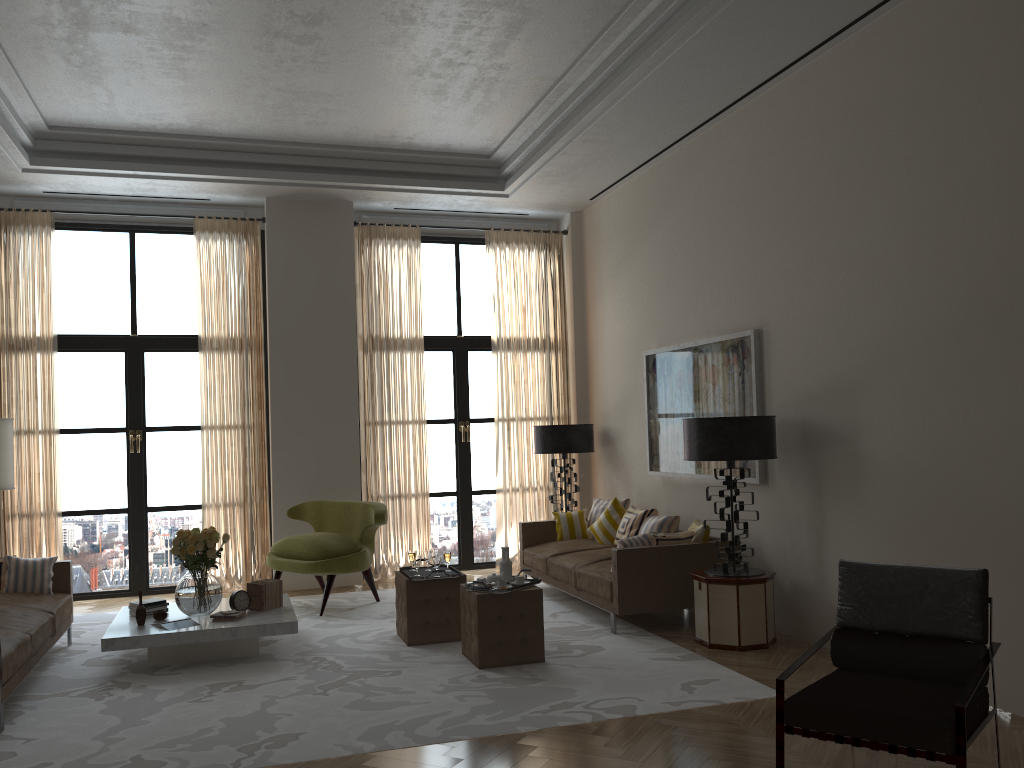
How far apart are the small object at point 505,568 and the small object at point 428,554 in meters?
1.1 m

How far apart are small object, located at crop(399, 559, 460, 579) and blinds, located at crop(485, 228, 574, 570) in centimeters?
362cm

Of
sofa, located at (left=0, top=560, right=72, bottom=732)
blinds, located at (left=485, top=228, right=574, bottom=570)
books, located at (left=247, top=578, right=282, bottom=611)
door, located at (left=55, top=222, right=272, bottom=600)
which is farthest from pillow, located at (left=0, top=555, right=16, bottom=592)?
blinds, located at (left=485, top=228, right=574, bottom=570)

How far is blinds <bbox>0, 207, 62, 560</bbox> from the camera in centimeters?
1057cm

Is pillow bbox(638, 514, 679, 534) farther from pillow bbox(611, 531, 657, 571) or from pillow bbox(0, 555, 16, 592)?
pillow bbox(0, 555, 16, 592)

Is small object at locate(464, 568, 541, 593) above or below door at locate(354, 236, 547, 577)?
below

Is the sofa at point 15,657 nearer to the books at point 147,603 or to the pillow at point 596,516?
the books at point 147,603

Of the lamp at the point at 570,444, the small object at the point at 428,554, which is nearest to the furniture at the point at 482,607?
the small object at the point at 428,554

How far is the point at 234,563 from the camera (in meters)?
11.26

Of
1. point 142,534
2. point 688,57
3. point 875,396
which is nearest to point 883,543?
point 875,396
